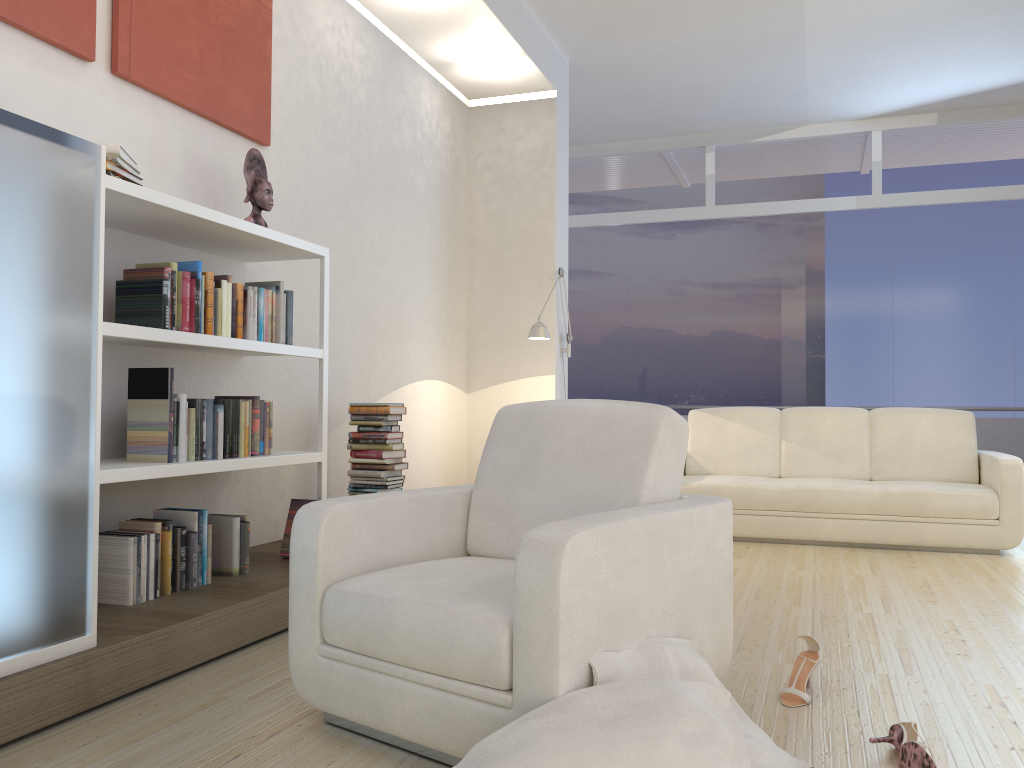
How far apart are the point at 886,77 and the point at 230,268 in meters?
5.8 m

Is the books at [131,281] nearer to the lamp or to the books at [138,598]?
the books at [138,598]

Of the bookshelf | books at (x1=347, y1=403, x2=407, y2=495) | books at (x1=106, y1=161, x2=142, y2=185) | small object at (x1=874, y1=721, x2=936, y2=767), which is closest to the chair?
small object at (x1=874, y1=721, x2=936, y2=767)

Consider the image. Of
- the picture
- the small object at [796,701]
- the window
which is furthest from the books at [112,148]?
the window

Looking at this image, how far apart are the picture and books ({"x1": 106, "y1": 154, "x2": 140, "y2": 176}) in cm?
55

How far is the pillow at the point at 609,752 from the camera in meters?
1.7

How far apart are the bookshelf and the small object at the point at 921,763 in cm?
234

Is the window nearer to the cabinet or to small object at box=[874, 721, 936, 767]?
small object at box=[874, 721, 936, 767]

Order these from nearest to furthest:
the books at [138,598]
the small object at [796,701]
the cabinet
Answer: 1. the cabinet
2. the small object at [796,701]
3. the books at [138,598]

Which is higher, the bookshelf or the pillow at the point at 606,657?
the bookshelf
